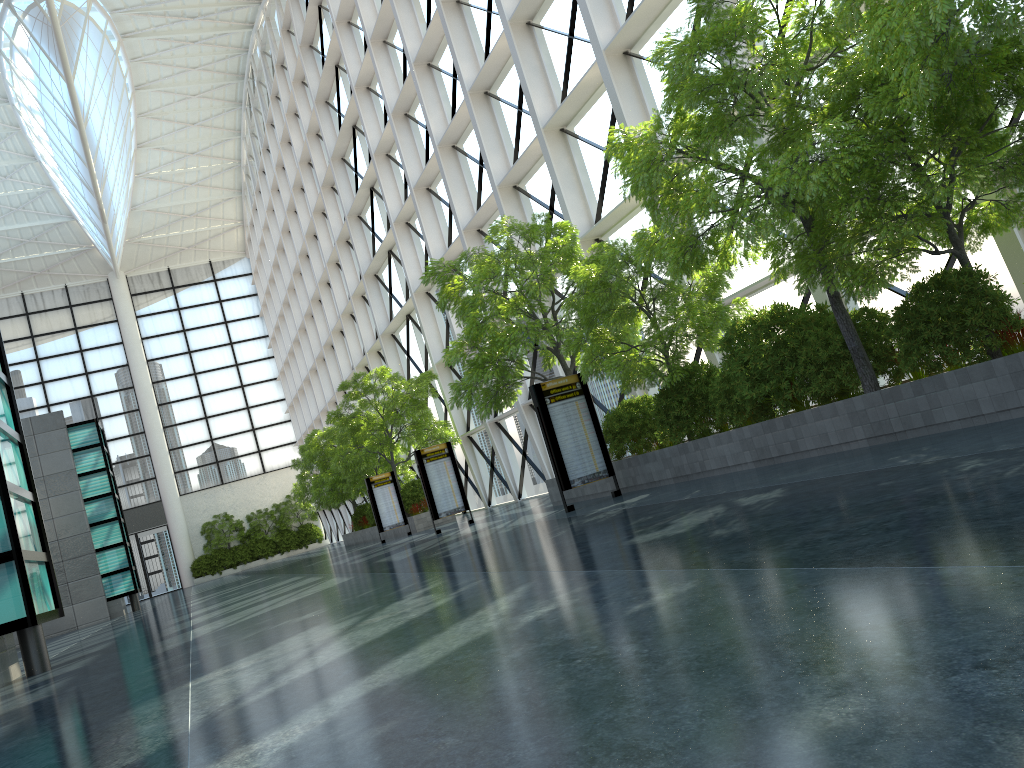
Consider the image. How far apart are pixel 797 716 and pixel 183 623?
18.4 meters

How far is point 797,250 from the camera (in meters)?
11.79

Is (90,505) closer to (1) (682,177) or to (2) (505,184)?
(2) (505,184)
